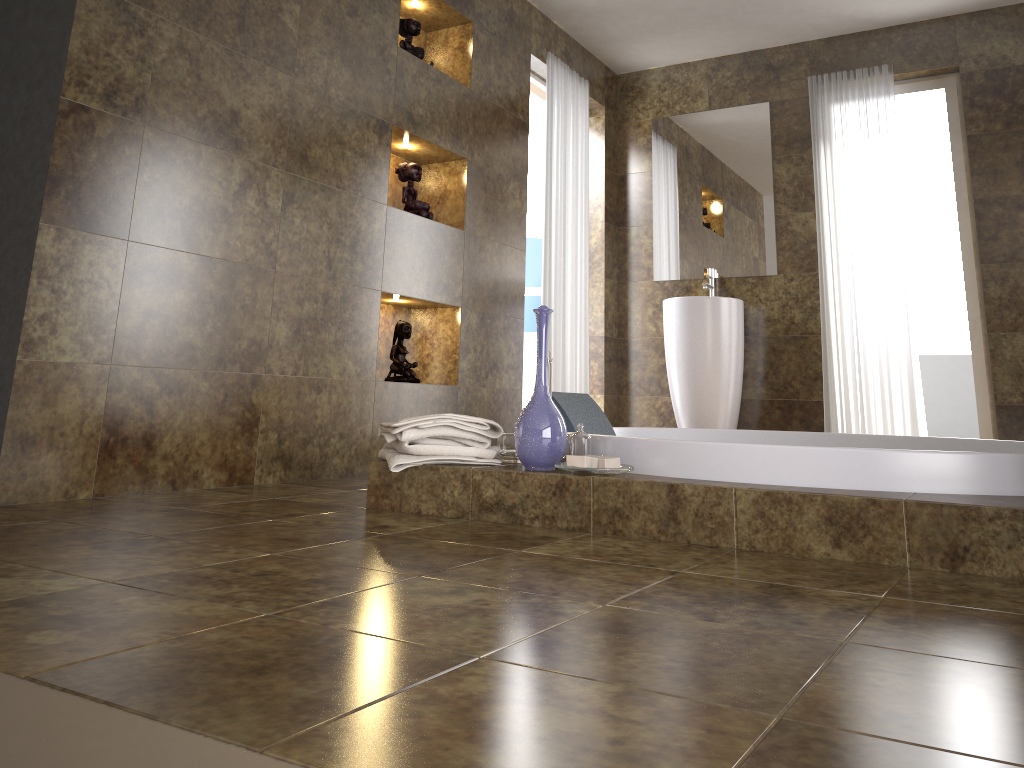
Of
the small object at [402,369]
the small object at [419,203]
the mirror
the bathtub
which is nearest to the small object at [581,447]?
the bathtub

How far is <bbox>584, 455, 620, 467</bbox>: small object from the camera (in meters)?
2.16

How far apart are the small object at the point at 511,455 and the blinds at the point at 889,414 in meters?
2.9 m

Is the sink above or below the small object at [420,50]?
below

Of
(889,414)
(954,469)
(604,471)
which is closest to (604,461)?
(604,471)

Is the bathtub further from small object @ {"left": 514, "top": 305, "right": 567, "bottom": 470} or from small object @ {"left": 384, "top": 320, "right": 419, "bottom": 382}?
small object @ {"left": 384, "top": 320, "right": 419, "bottom": 382}

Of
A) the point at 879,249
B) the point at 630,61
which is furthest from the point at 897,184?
the point at 630,61

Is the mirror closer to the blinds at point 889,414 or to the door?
the blinds at point 889,414

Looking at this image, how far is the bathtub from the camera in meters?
1.9

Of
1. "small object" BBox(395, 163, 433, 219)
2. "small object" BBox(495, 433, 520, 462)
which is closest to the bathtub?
"small object" BBox(495, 433, 520, 462)
